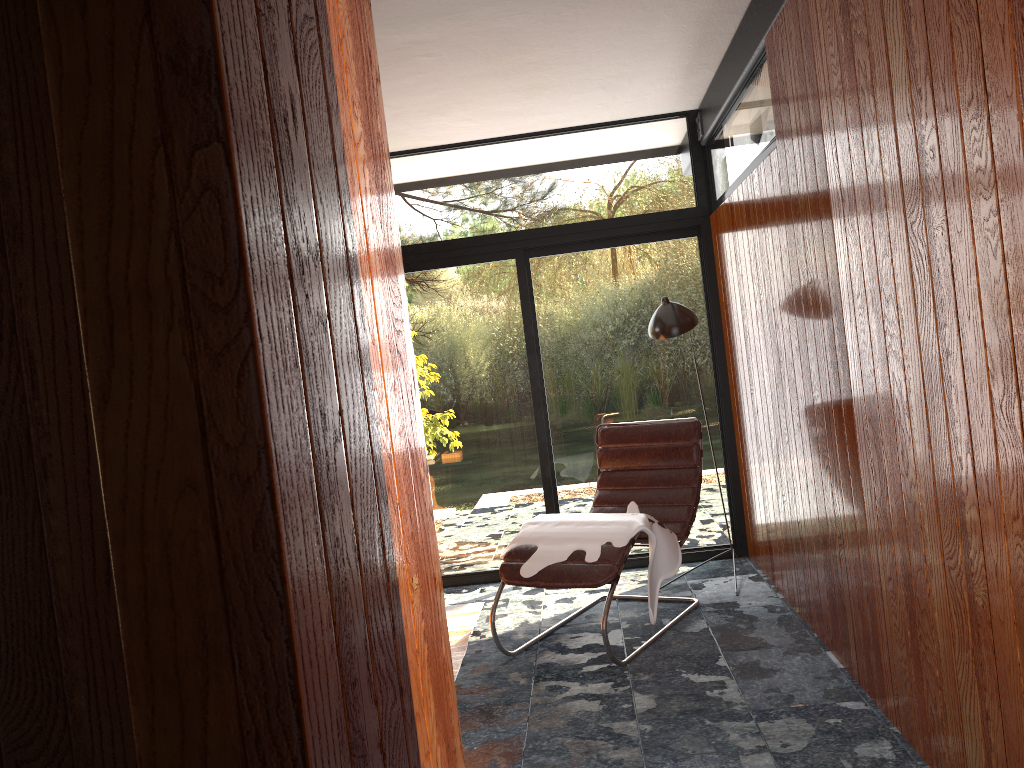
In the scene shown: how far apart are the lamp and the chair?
0.5 meters

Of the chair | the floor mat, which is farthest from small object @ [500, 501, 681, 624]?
the floor mat

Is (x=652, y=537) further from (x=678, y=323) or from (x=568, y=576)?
(x=678, y=323)

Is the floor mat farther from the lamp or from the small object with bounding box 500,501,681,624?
the lamp

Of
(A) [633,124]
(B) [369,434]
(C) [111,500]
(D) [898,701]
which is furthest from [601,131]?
(C) [111,500]

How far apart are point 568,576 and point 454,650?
0.77m

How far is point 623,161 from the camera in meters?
5.1

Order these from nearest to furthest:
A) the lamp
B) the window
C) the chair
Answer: the chair, the lamp, the window

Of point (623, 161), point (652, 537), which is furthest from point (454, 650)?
point (623, 161)

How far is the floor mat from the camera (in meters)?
4.04
